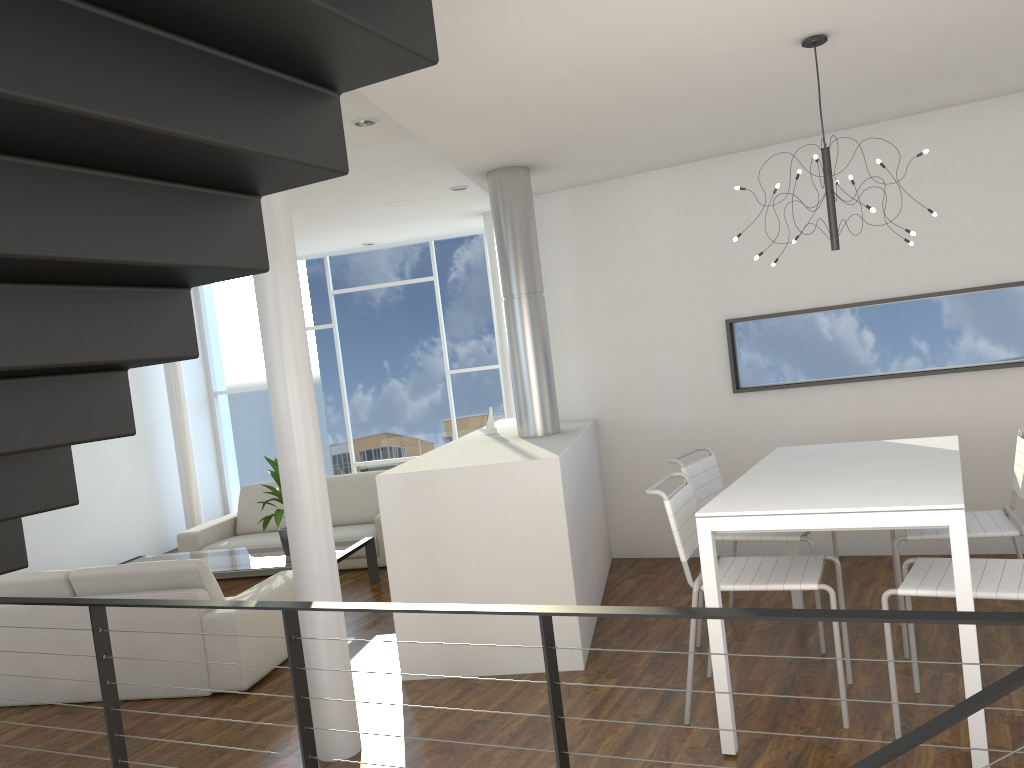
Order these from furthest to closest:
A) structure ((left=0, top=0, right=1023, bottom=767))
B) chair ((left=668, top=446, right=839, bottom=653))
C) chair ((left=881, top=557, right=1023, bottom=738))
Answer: chair ((left=668, top=446, right=839, bottom=653)), chair ((left=881, top=557, right=1023, bottom=738)), structure ((left=0, top=0, right=1023, bottom=767))

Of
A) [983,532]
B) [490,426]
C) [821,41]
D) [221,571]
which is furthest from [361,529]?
[821,41]

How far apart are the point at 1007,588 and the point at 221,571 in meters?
3.8 m

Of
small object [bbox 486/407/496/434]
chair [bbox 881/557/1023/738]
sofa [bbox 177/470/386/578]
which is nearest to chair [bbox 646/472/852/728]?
chair [bbox 881/557/1023/738]

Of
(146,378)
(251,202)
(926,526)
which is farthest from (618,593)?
(146,378)

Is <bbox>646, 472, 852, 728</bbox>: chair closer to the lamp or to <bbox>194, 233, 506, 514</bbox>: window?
the lamp

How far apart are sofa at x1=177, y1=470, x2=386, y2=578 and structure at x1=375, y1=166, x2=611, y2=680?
1.00m

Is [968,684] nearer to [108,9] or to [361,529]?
[108,9]

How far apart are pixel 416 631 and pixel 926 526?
2.01m

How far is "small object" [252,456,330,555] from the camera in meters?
4.9
